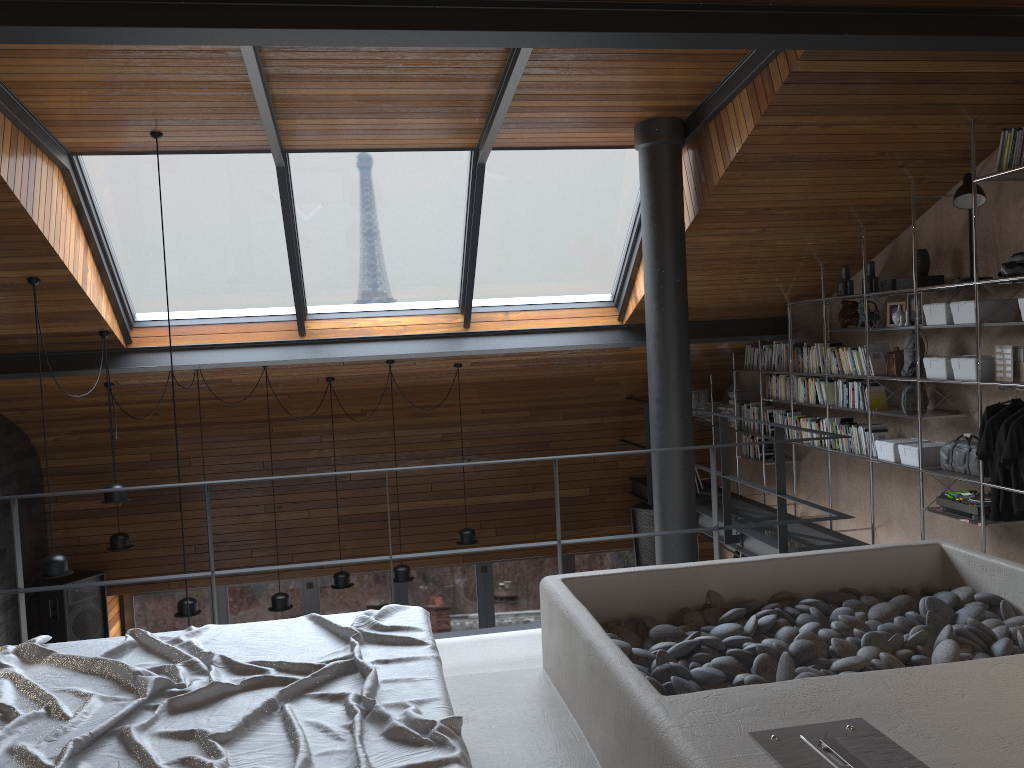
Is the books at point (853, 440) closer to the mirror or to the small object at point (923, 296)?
the mirror

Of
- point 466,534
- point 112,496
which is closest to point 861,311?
point 466,534

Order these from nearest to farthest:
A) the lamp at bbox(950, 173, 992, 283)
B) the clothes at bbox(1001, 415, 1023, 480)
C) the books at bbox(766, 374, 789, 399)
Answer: the clothes at bbox(1001, 415, 1023, 480) < the lamp at bbox(950, 173, 992, 283) < the books at bbox(766, 374, 789, 399)

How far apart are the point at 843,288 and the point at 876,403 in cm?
91

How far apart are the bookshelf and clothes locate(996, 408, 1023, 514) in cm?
17

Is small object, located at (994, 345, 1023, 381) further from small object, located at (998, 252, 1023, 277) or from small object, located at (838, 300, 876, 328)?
small object, located at (838, 300, 876, 328)

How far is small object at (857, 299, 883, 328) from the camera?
6.3 meters

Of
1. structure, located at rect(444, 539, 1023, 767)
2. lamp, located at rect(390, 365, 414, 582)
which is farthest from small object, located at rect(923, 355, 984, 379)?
lamp, located at rect(390, 365, 414, 582)

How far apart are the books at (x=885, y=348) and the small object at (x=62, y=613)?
7.21m

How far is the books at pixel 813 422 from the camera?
7.1m
